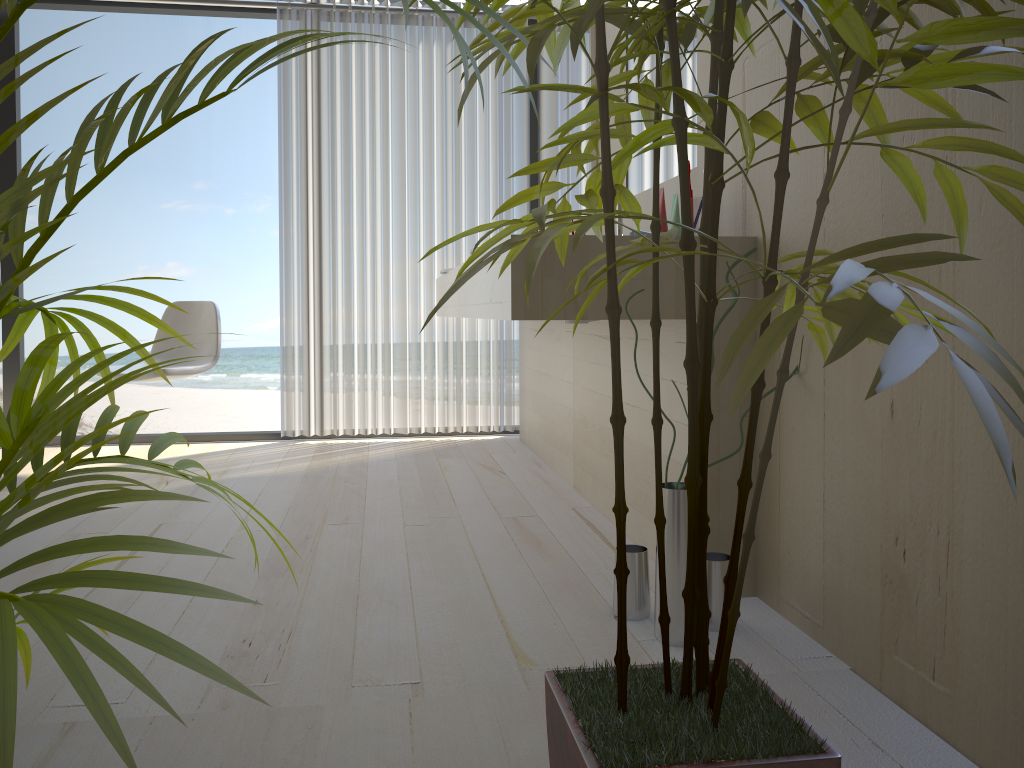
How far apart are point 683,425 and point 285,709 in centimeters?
103cm

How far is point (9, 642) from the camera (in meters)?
0.50

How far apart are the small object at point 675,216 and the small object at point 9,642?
1.48m

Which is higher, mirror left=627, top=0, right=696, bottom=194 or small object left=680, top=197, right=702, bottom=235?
mirror left=627, top=0, right=696, bottom=194

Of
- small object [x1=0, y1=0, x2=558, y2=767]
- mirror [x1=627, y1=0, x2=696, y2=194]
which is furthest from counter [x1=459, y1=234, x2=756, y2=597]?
small object [x1=0, y1=0, x2=558, y2=767]

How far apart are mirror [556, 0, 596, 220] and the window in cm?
61

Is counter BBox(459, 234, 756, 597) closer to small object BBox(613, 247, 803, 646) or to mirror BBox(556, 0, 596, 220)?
small object BBox(613, 247, 803, 646)

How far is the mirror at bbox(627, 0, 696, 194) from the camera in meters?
2.3

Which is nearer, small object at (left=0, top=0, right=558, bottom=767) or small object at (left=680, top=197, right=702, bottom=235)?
small object at (left=0, top=0, right=558, bottom=767)

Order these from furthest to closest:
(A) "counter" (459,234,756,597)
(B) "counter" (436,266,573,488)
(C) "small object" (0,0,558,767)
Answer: (B) "counter" (436,266,573,488) → (A) "counter" (459,234,756,597) → (C) "small object" (0,0,558,767)
